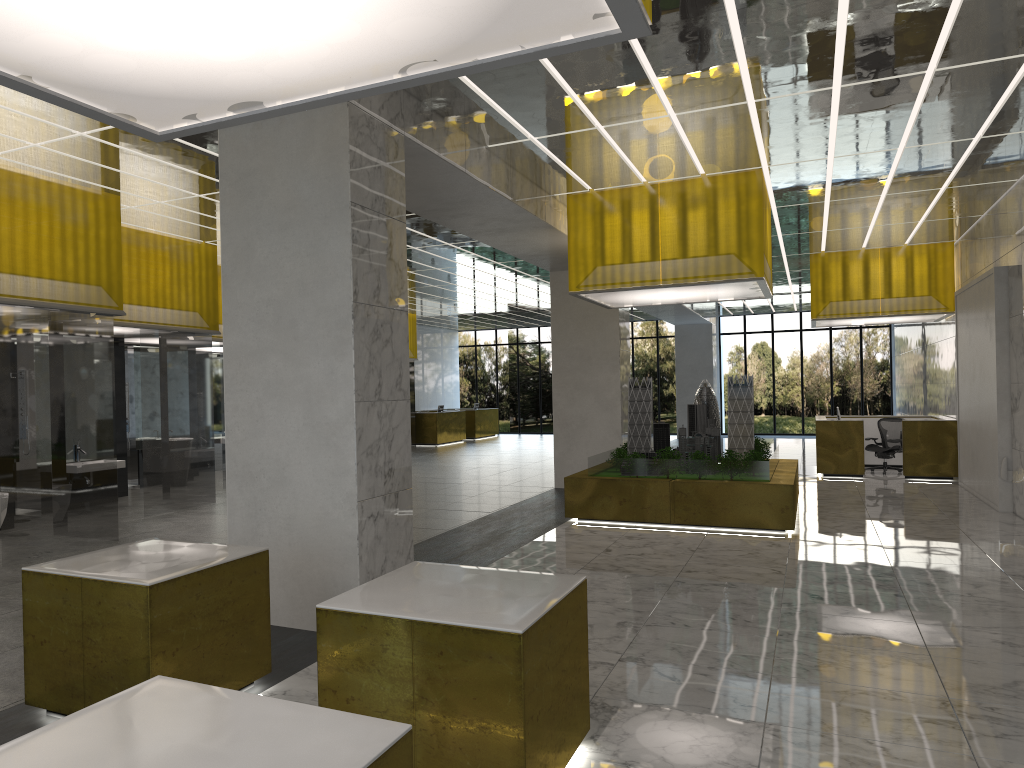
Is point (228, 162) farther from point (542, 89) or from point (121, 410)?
point (121, 410)

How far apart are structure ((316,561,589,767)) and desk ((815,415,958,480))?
20.3 meters

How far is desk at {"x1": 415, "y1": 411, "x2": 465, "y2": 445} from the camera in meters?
38.7

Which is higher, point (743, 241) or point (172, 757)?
point (743, 241)

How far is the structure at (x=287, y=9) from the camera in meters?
3.7

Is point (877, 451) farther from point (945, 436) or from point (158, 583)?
point (158, 583)

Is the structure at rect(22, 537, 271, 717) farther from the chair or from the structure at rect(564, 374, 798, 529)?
the chair

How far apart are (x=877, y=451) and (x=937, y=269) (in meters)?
5.51

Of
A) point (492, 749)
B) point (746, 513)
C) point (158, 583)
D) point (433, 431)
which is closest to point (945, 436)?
point (746, 513)

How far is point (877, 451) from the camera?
25.4m
